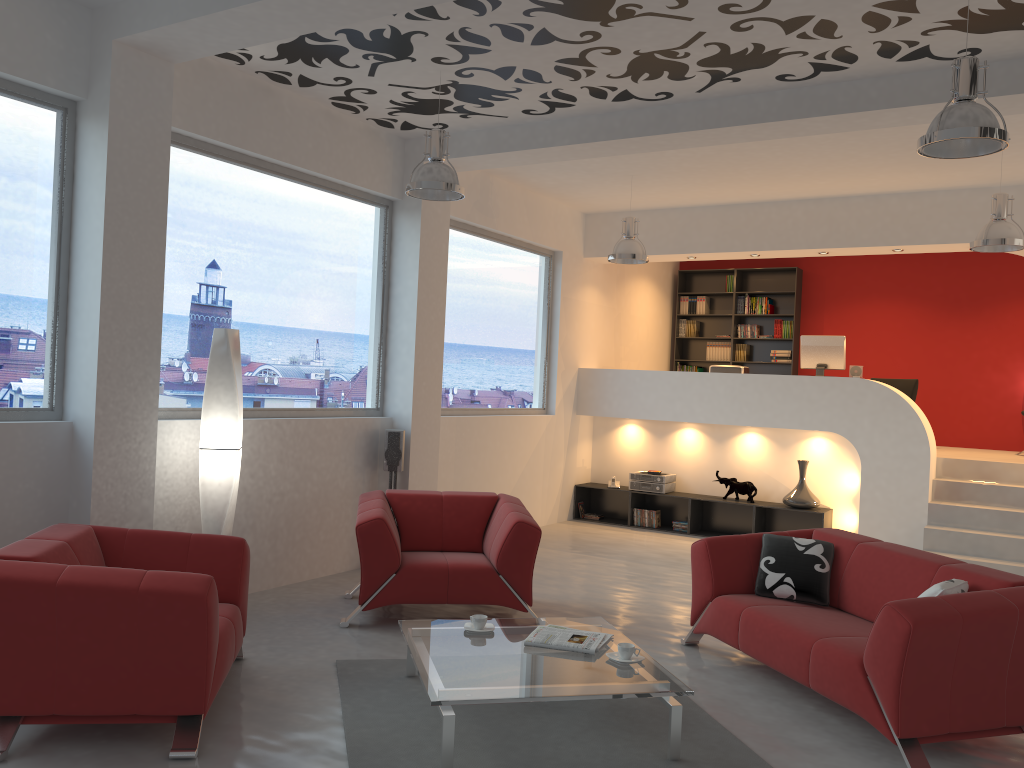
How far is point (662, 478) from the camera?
9.7m

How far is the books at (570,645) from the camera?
4.1 meters

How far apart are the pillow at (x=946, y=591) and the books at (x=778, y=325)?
7.9 meters

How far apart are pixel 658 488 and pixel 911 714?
6.0 meters

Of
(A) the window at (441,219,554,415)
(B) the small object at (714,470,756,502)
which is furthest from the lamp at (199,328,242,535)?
(B) the small object at (714,470,756,502)

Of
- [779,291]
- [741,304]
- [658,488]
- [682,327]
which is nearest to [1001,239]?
[658,488]

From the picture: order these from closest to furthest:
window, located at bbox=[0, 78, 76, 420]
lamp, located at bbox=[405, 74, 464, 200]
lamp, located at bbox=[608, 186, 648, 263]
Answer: window, located at bbox=[0, 78, 76, 420] → lamp, located at bbox=[405, 74, 464, 200] → lamp, located at bbox=[608, 186, 648, 263]

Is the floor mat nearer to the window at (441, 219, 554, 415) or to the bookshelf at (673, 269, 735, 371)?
the window at (441, 219, 554, 415)

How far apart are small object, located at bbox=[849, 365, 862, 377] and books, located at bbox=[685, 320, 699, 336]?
3.3m

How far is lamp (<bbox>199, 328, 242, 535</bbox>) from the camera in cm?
529
